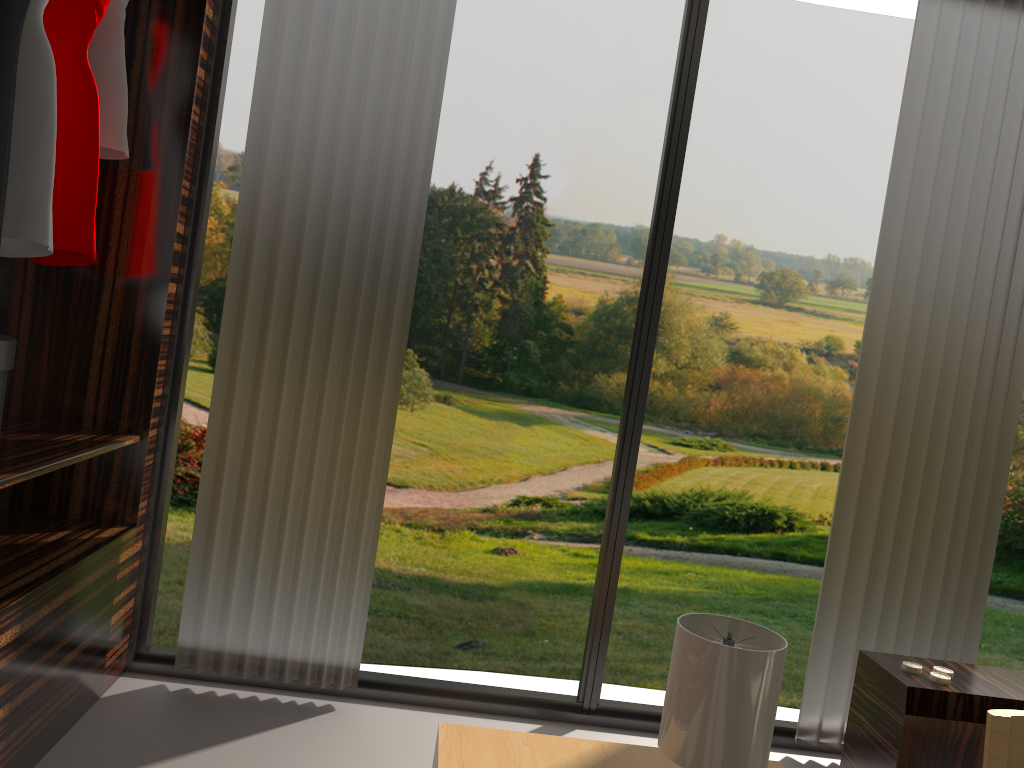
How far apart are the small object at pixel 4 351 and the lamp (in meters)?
1.36

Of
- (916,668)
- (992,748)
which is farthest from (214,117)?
(992,748)

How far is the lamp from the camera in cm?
149

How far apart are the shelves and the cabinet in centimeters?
188cm

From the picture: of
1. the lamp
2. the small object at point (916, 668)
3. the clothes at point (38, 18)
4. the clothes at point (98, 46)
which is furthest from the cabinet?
the clothes at point (98, 46)

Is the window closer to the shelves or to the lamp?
the shelves

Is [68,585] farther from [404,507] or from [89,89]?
[404,507]

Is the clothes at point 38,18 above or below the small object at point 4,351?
above

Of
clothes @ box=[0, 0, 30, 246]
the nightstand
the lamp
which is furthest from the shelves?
the lamp

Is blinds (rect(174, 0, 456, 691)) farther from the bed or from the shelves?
the bed
